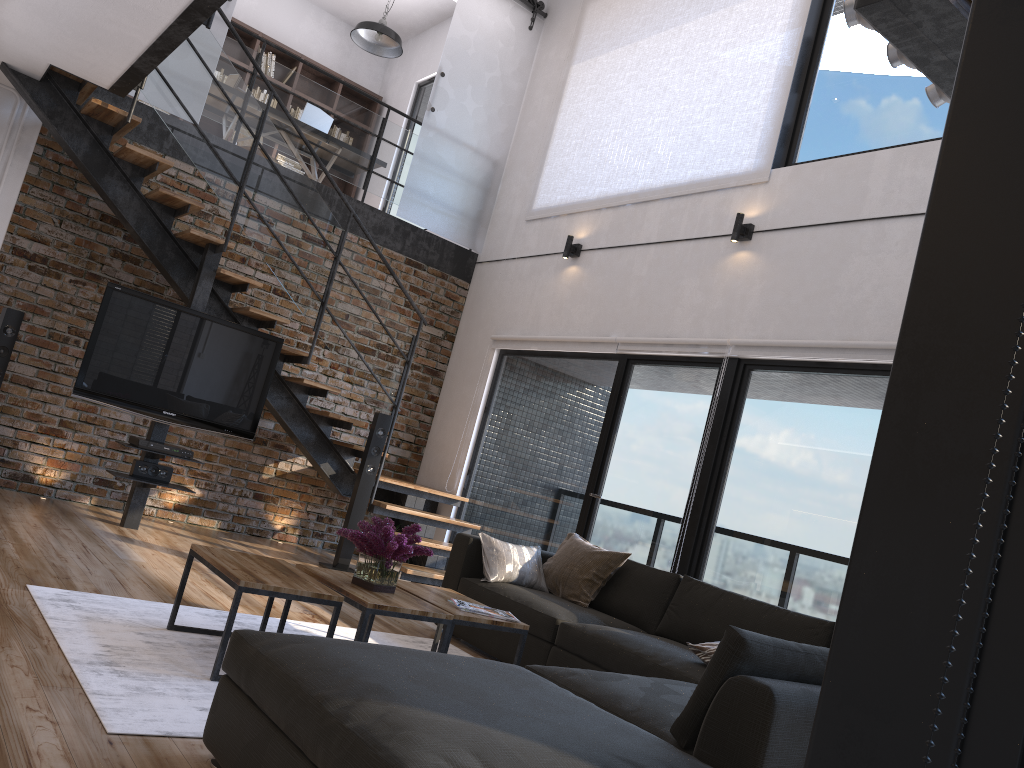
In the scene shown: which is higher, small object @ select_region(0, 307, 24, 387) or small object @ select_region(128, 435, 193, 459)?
small object @ select_region(0, 307, 24, 387)

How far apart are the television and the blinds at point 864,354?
2.0 meters

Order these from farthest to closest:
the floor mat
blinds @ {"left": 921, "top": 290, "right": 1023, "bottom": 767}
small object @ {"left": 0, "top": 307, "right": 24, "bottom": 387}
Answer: small object @ {"left": 0, "top": 307, "right": 24, "bottom": 387} < the floor mat < blinds @ {"left": 921, "top": 290, "right": 1023, "bottom": 767}

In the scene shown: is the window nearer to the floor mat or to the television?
the floor mat

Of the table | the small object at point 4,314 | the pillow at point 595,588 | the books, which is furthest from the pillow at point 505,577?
the small object at point 4,314

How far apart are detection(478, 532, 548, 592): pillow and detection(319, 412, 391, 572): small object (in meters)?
1.74

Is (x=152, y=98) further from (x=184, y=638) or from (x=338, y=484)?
(x=184, y=638)

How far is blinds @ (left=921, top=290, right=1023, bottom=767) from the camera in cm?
45

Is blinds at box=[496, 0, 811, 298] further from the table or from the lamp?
the table

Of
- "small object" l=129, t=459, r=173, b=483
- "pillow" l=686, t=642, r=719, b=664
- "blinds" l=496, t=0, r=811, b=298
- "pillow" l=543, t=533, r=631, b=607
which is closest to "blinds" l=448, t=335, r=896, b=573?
"blinds" l=496, t=0, r=811, b=298
